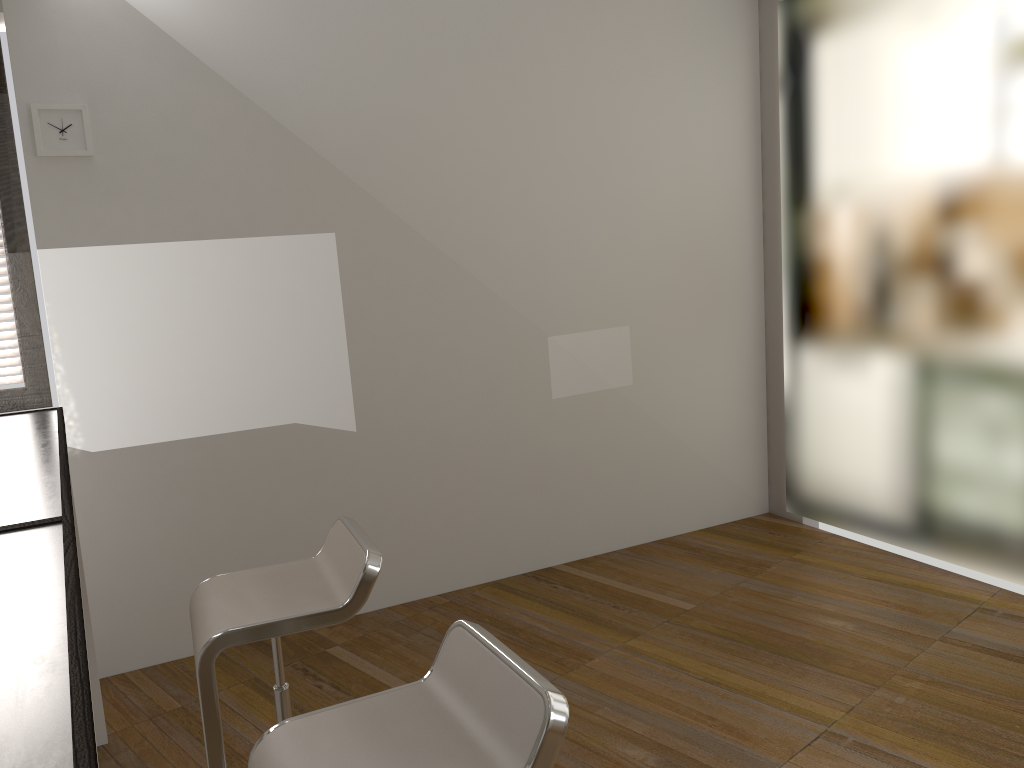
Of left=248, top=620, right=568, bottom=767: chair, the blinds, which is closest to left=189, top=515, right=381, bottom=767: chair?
left=248, top=620, right=568, bottom=767: chair

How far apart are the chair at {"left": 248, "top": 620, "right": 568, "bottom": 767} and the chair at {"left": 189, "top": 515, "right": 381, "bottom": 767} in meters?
0.4 m

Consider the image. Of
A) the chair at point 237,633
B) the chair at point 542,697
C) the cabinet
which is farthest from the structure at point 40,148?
the chair at point 542,697

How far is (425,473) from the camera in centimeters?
396cm

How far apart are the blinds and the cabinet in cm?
87

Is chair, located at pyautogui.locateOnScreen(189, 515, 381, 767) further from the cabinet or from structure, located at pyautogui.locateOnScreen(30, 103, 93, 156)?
structure, located at pyautogui.locateOnScreen(30, 103, 93, 156)

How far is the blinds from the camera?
3.4m

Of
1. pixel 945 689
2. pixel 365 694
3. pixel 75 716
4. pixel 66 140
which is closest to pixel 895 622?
pixel 945 689

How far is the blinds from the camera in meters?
3.4 m

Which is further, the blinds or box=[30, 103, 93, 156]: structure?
the blinds
